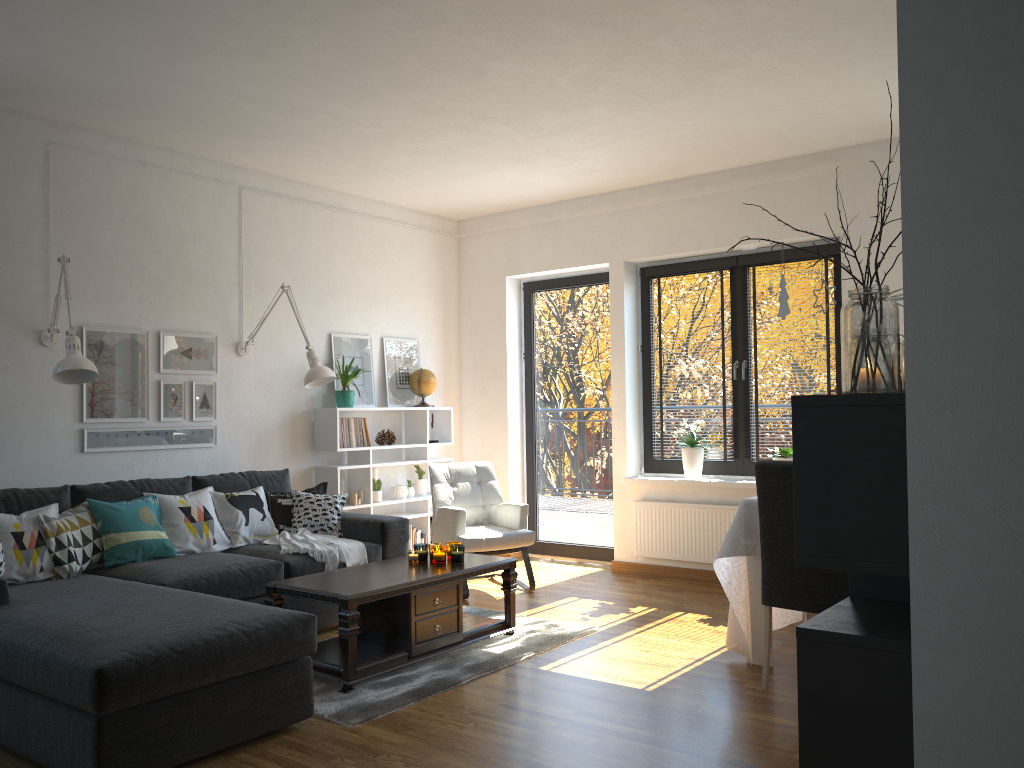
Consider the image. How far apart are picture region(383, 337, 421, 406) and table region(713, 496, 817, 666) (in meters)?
3.28

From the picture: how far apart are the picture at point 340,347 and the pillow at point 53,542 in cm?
213

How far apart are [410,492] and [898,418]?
5.4m

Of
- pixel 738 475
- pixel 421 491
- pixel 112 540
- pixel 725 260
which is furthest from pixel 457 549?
pixel 725 260

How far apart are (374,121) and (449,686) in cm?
301

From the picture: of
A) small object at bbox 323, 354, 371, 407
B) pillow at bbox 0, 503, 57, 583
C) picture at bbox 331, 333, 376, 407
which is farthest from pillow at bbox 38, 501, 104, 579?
picture at bbox 331, 333, 376, 407

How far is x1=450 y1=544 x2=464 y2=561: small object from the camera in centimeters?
450cm

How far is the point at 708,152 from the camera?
5.6m

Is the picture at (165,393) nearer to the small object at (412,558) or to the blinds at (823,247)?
the small object at (412,558)

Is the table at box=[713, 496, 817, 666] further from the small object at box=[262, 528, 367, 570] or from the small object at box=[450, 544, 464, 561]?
the small object at box=[262, 528, 367, 570]
